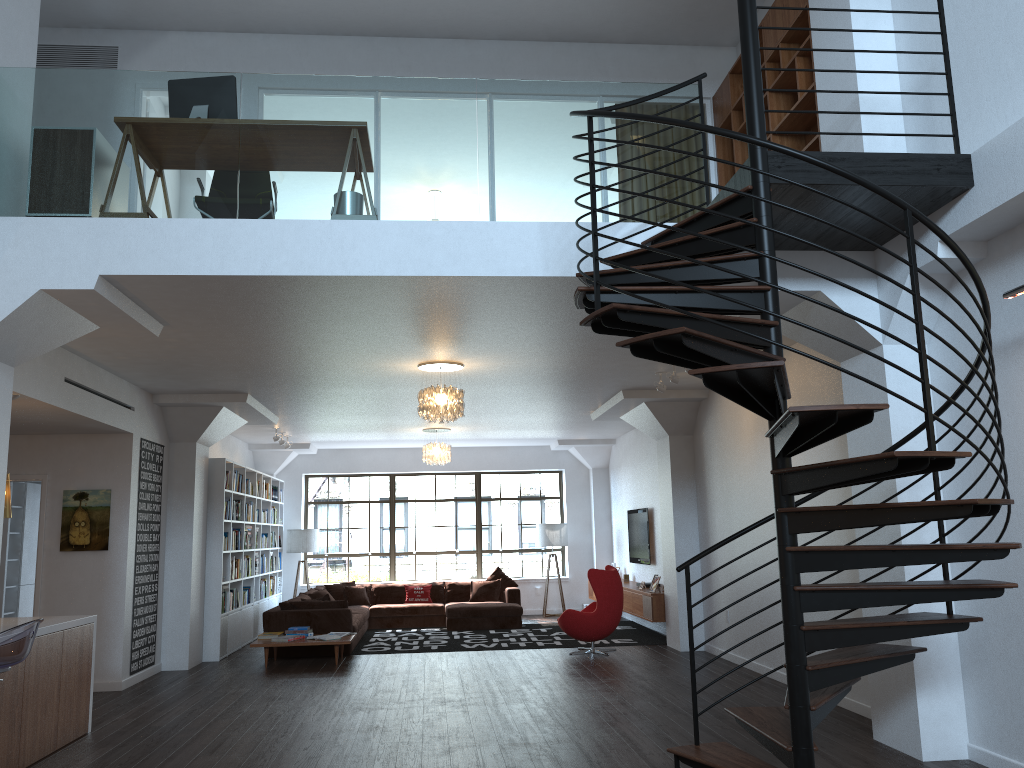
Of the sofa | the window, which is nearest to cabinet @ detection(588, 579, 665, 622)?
the sofa

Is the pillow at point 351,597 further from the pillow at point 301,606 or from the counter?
the counter

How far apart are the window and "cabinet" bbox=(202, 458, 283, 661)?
A: 0.82m

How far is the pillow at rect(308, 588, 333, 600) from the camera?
12.6m

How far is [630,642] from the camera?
11.3 meters

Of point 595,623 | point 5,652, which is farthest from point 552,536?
point 5,652

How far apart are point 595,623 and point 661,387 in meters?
3.1 m

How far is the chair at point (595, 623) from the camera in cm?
1026

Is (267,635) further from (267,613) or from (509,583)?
(509,583)

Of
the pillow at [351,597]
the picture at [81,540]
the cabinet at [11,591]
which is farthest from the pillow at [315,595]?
the picture at [81,540]
